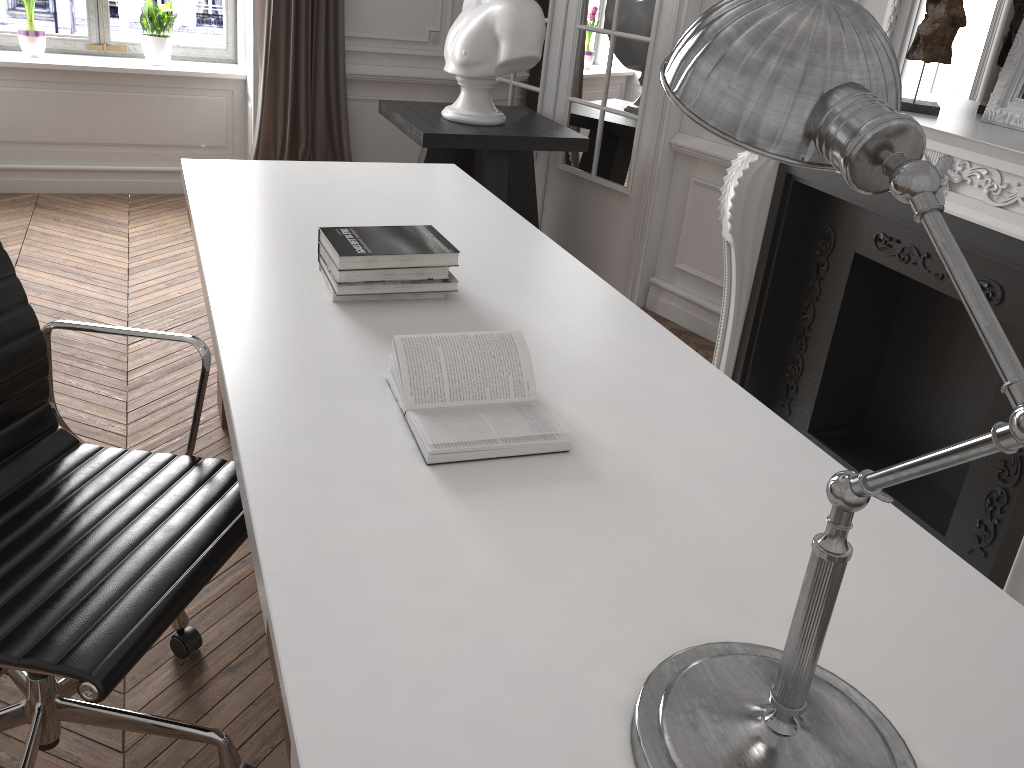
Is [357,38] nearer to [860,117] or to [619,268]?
[619,268]

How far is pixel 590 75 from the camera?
4.0 meters

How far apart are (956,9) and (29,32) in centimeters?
424cm

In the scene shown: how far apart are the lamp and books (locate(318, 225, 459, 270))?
1.04m

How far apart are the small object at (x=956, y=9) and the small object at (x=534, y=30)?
1.5m

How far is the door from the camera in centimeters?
375cm

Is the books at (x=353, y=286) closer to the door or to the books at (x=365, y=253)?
the books at (x=365, y=253)

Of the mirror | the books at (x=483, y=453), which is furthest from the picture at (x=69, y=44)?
the books at (x=483, y=453)

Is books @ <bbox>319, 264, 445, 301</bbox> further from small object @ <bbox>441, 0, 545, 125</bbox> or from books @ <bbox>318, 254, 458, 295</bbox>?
small object @ <bbox>441, 0, 545, 125</bbox>

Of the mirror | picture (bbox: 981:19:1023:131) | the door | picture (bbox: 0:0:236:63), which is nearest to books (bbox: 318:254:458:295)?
picture (bbox: 981:19:1023:131)
